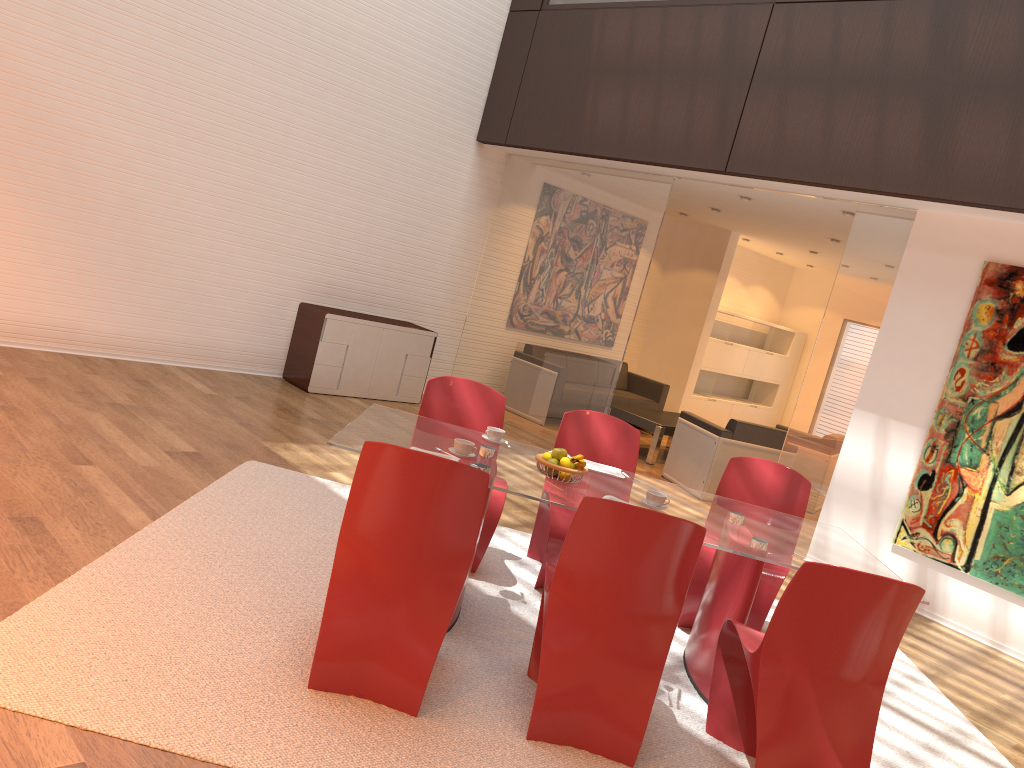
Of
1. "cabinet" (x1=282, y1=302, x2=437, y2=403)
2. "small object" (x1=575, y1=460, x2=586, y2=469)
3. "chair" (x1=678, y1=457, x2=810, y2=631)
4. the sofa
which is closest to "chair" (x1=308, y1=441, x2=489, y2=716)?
"small object" (x1=575, y1=460, x2=586, y2=469)

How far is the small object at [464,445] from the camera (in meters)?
3.72

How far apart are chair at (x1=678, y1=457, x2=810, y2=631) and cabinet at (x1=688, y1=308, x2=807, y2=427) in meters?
7.4 m

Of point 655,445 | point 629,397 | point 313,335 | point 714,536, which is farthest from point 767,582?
point 629,397

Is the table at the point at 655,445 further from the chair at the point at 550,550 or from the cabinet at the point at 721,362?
the chair at the point at 550,550

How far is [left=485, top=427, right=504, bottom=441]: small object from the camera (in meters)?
4.19

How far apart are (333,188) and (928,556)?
5.8m

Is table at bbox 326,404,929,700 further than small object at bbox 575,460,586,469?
No

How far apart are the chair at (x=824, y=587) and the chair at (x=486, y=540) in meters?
1.3 m

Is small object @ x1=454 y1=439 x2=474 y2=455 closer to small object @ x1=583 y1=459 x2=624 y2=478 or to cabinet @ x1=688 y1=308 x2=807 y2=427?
small object @ x1=583 y1=459 x2=624 y2=478
